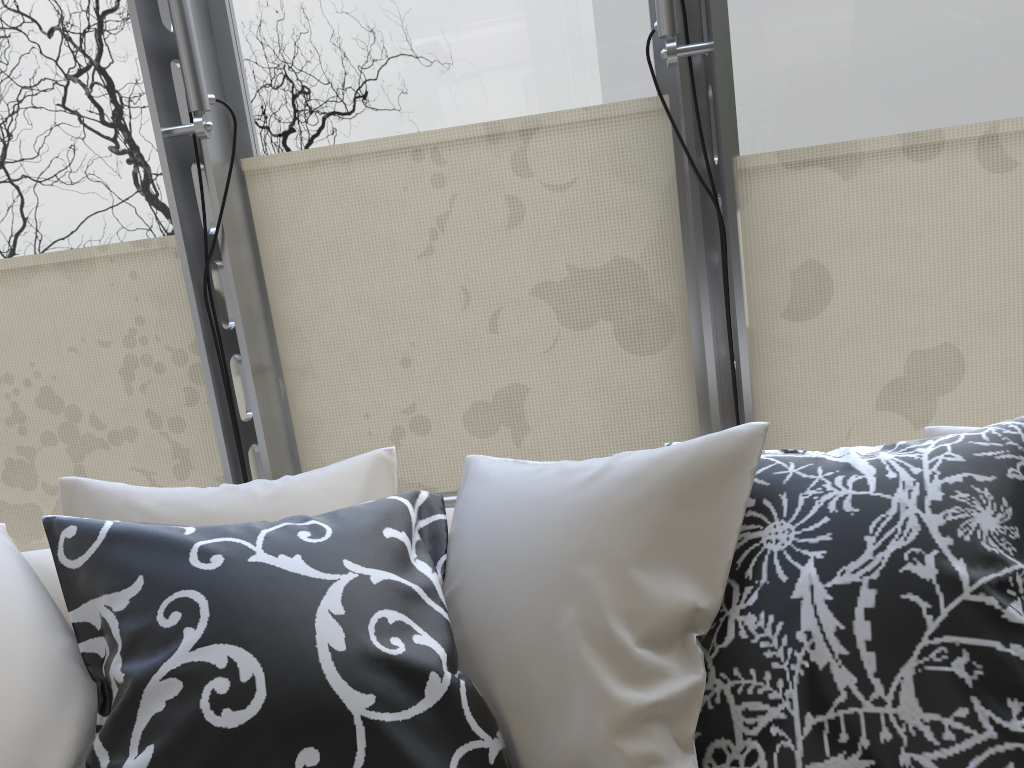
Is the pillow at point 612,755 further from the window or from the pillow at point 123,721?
the window

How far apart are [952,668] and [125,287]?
2.6 meters

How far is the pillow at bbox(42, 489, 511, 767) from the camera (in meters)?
1.00

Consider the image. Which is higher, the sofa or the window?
the window

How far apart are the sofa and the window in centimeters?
105cm

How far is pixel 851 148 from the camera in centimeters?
248cm

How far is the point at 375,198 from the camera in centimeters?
269cm

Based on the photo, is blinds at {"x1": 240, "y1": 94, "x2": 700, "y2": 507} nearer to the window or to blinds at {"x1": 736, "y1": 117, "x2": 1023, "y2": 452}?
the window

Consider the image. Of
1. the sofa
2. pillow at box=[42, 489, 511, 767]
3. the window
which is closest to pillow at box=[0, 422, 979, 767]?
pillow at box=[42, 489, 511, 767]

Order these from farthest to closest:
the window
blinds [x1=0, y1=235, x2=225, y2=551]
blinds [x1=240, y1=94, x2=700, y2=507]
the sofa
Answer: blinds [x1=0, y1=235, x2=225, y2=551] → blinds [x1=240, y1=94, x2=700, y2=507] → the window → the sofa
